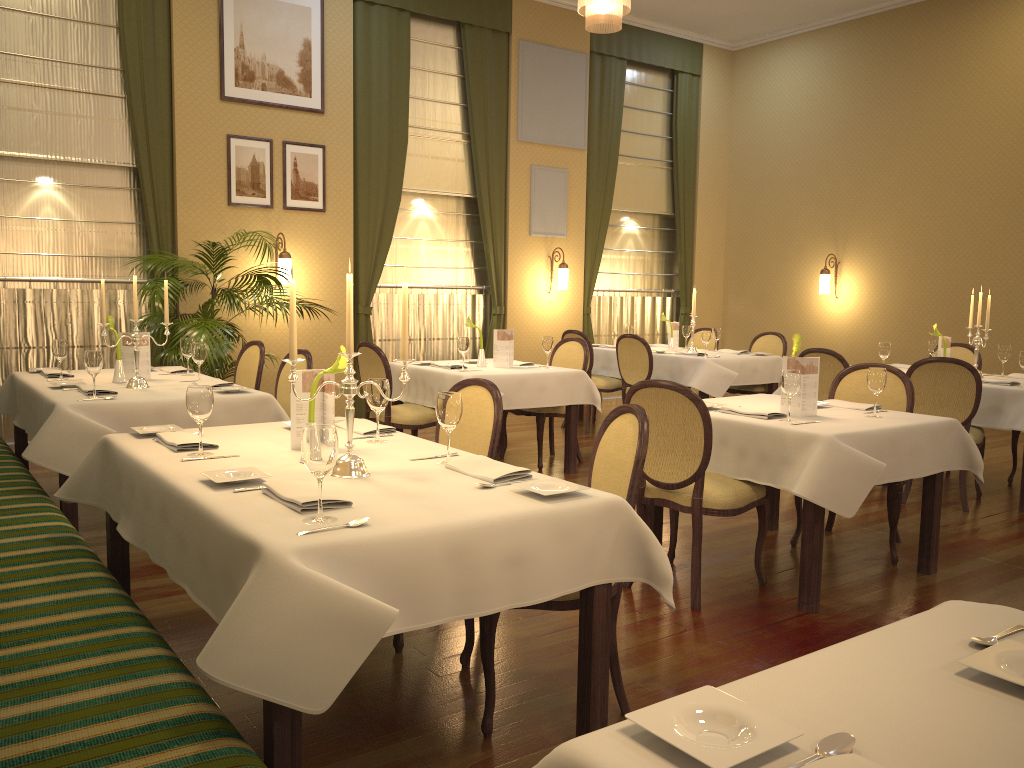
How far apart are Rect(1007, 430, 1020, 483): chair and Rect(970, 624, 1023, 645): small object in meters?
5.5

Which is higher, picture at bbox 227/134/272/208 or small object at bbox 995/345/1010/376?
picture at bbox 227/134/272/208

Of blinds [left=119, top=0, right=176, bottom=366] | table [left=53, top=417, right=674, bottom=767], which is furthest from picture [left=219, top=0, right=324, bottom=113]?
table [left=53, top=417, right=674, bottom=767]

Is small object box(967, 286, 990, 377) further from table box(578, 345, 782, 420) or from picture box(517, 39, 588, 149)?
picture box(517, 39, 588, 149)

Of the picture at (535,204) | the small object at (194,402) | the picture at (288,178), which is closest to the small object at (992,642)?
the small object at (194,402)

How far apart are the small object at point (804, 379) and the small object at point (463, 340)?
2.5 meters

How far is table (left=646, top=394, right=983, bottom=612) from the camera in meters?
3.5

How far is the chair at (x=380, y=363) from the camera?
5.83m

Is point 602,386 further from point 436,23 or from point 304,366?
point 436,23

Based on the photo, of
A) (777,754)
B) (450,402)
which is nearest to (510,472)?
(450,402)
